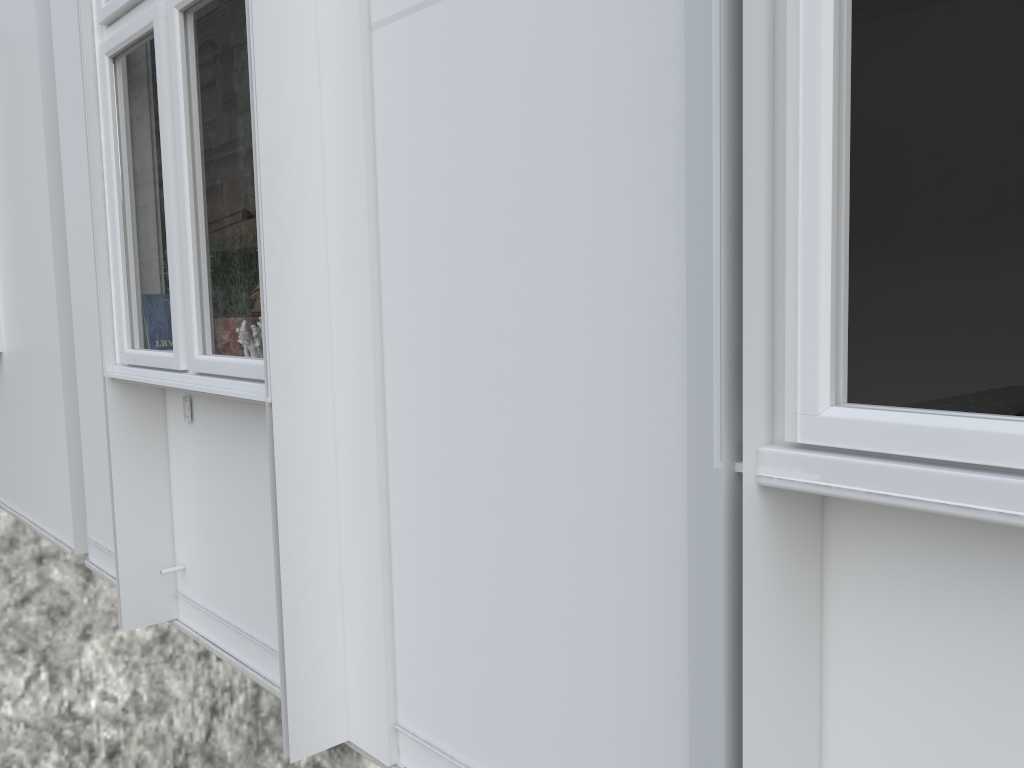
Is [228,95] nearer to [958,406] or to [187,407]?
[187,407]

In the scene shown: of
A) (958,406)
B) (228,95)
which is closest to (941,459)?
(228,95)

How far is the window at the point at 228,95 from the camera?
2.0 meters

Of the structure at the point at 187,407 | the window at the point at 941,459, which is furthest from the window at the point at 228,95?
the window at the point at 941,459

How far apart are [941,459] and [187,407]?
2.2m

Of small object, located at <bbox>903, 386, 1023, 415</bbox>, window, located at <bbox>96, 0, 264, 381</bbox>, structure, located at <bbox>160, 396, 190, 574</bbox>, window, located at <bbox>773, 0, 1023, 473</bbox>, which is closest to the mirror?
window, located at <bbox>96, 0, 264, 381</bbox>

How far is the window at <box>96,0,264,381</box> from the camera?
2.0 meters

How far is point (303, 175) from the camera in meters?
1.9 m

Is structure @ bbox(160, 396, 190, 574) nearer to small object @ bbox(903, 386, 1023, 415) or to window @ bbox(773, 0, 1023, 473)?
window @ bbox(773, 0, 1023, 473)

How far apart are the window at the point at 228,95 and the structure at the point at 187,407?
0.19m
